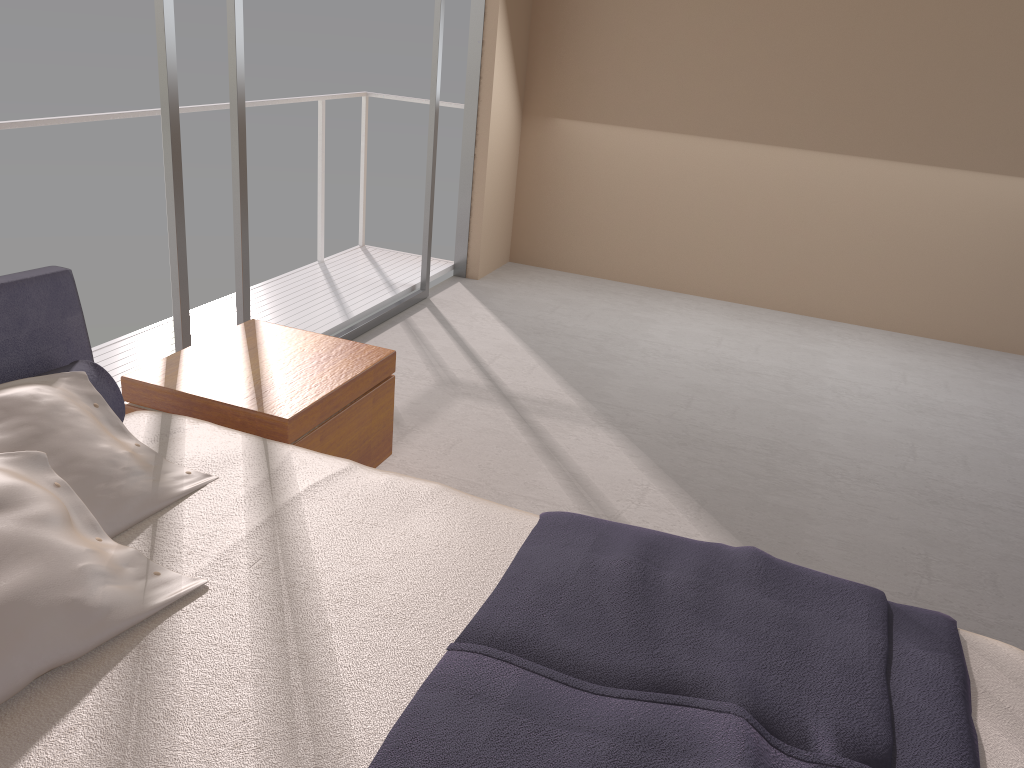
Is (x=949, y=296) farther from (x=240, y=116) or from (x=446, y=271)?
(x=240, y=116)

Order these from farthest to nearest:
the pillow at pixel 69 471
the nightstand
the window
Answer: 1. the window
2. the nightstand
3. the pillow at pixel 69 471

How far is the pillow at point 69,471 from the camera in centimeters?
179cm

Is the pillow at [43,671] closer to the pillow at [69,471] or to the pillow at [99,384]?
the pillow at [69,471]

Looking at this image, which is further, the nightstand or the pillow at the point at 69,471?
the nightstand

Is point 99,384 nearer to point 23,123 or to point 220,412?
point 220,412

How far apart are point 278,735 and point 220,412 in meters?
1.3

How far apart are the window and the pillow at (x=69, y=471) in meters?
1.2

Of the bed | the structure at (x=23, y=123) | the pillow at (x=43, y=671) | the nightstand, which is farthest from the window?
the pillow at (x=43, y=671)

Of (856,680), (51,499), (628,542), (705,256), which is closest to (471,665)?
(628,542)
